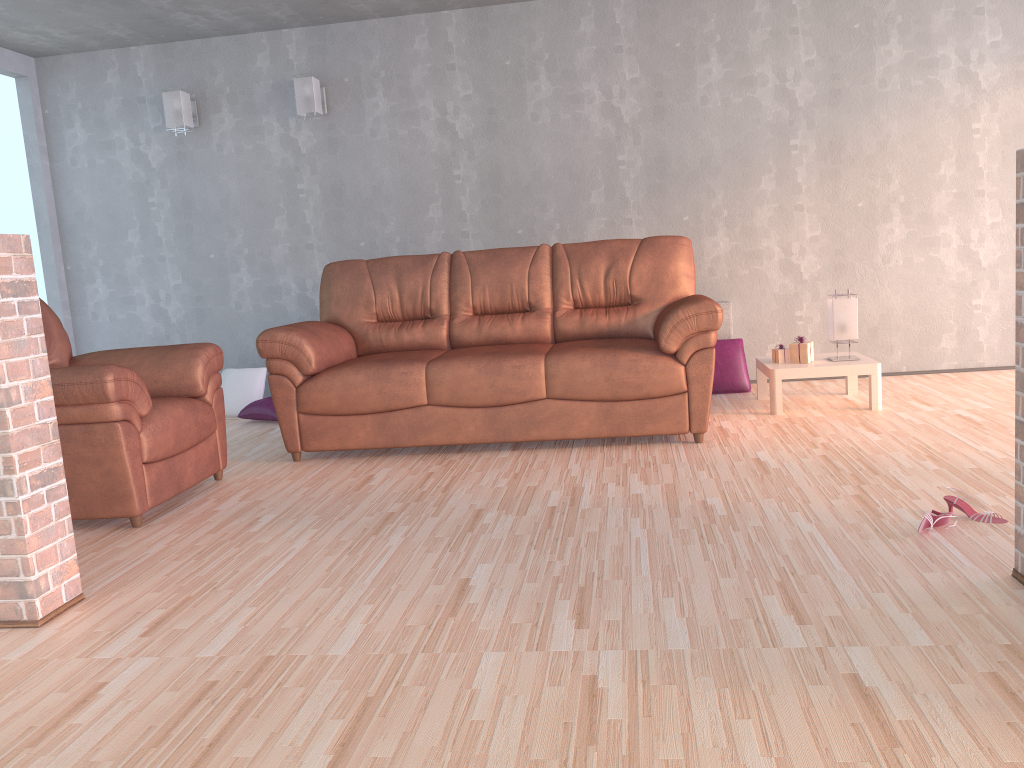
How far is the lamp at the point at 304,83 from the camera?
5.57m

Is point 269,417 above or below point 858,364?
below

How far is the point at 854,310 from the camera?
4.6 meters

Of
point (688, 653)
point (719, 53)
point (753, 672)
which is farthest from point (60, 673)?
point (719, 53)

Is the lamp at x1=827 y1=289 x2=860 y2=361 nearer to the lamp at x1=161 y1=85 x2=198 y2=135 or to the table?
the table

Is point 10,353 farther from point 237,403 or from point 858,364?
point 858,364

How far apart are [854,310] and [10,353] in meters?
3.9

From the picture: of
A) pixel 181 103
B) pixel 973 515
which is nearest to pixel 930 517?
pixel 973 515

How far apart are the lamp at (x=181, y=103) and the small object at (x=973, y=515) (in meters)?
4.98

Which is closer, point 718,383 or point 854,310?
point 854,310
